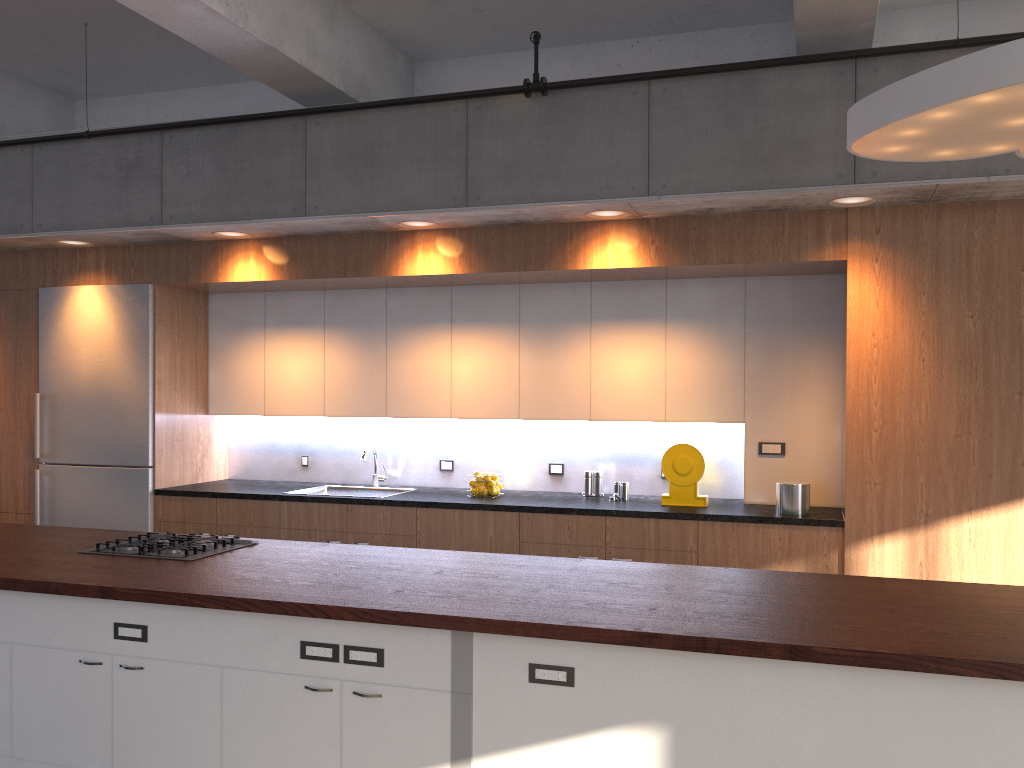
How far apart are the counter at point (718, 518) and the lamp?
2.0m

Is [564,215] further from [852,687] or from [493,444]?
[852,687]

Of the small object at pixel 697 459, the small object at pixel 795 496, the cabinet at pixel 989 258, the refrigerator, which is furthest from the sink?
the small object at pixel 795 496

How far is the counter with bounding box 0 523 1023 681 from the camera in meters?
2.7 m

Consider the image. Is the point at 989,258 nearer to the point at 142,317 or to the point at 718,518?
the point at 718,518

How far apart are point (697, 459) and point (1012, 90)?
2.9m

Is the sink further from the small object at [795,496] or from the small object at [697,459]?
the small object at [795,496]

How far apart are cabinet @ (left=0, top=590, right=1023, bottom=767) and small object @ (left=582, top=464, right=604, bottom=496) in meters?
2.7 m

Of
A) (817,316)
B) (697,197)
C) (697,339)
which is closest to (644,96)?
(697,197)

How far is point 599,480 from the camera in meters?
5.7 m
